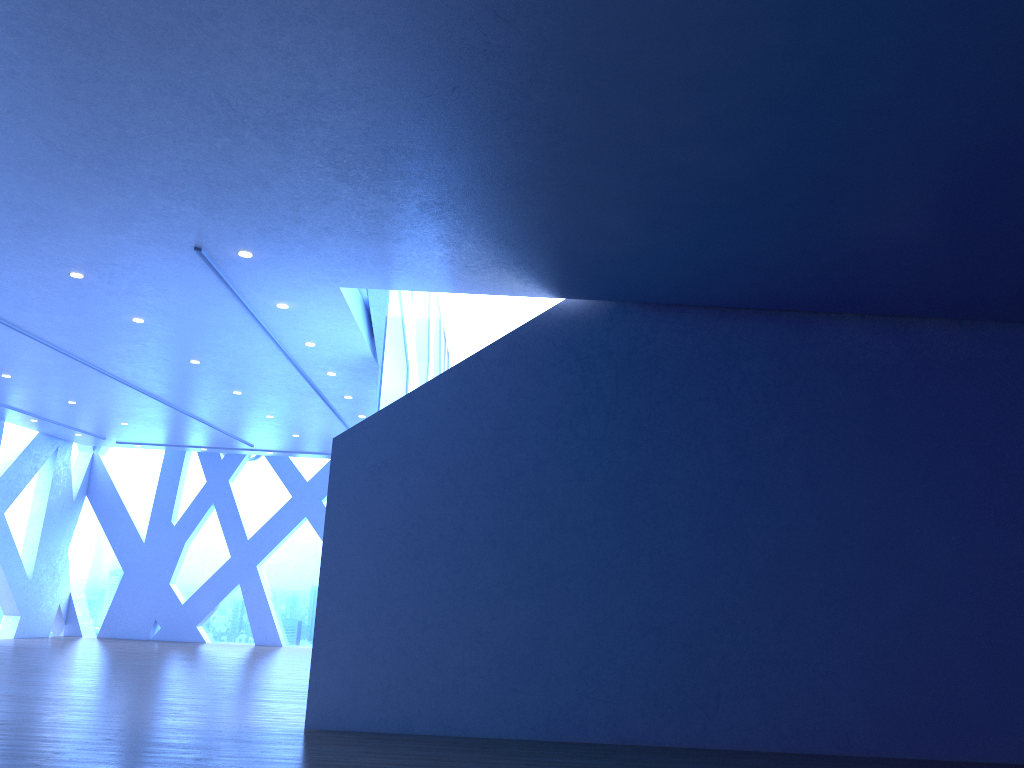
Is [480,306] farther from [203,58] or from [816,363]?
[203,58]

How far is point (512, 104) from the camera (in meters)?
5.03

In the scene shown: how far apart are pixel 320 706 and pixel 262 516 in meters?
12.3 m
